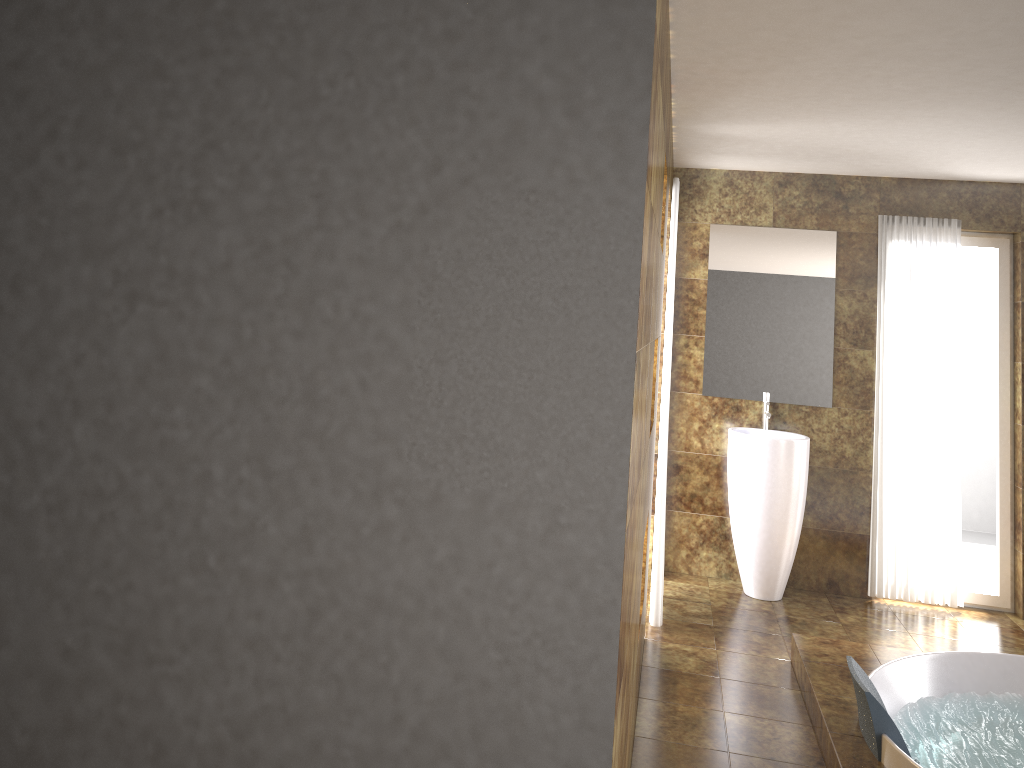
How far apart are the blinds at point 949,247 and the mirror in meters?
0.3

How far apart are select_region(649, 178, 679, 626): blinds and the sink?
0.8 meters

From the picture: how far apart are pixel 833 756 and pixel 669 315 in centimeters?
217cm

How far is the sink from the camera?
5.0m

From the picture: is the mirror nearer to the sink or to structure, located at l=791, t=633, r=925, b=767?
the sink

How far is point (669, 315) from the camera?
4.5m

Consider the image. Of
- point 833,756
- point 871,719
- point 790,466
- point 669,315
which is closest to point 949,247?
point 790,466

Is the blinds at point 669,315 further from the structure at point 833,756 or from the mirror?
the mirror

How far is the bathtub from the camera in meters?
3.1 m

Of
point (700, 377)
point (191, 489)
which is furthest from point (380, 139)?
point (700, 377)
